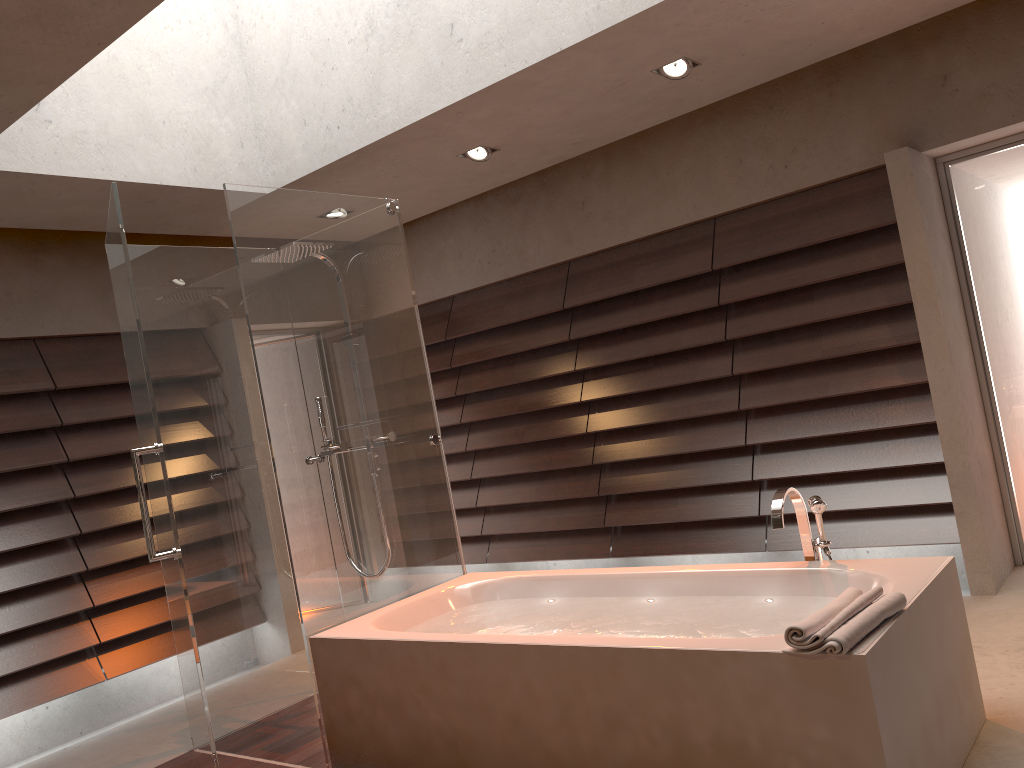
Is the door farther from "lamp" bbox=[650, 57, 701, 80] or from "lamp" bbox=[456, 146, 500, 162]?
"lamp" bbox=[456, 146, 500, 162]

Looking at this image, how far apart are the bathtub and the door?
1.81m

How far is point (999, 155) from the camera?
4.2 meters

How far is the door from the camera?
4.15m

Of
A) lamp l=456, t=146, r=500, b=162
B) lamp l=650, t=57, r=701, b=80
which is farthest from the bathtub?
lamp l=456, t=146, r=500, b=162

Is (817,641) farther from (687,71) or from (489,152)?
(489,152)

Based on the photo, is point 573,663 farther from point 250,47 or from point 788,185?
point 250,47

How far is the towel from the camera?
2.03m

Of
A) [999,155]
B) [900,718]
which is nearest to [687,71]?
[999,155]

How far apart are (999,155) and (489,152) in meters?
2.4
